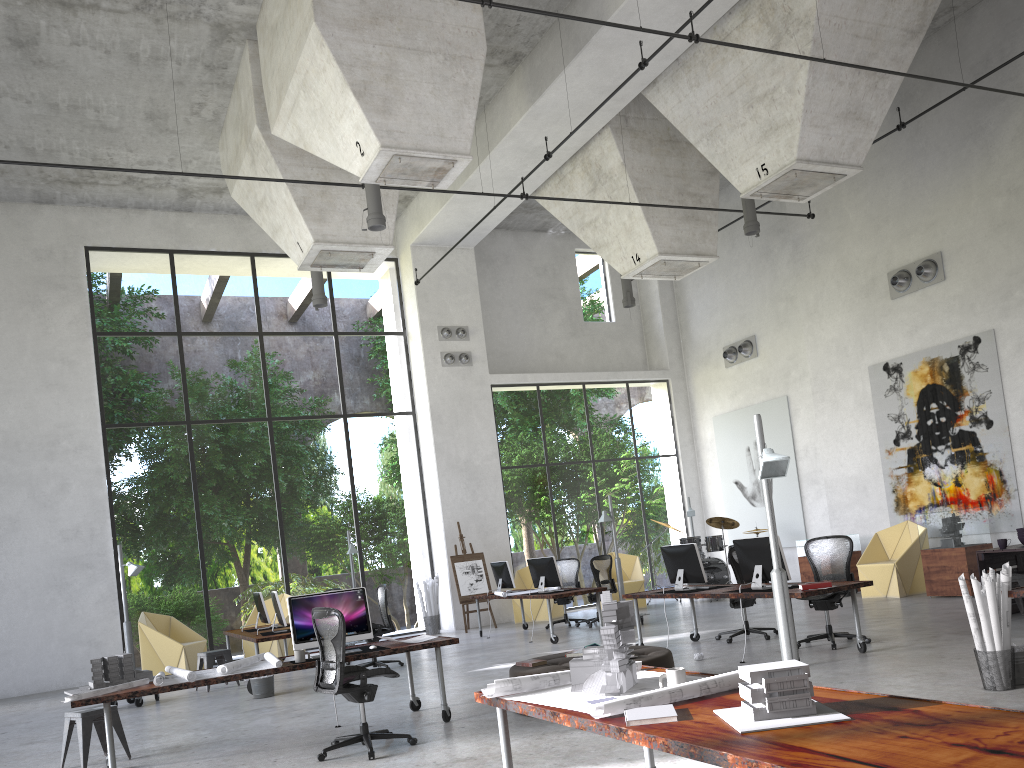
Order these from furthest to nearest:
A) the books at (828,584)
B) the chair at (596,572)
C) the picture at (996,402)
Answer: the chair at (596,572) → the picture at (996,402) → the books at (828,584)

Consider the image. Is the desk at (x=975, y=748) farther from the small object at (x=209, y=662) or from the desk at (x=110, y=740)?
the small object at (x=209, y=662)

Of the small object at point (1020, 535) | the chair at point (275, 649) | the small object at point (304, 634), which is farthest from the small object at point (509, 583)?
the small object at point (1020, 535)

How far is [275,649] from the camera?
14.9 meters

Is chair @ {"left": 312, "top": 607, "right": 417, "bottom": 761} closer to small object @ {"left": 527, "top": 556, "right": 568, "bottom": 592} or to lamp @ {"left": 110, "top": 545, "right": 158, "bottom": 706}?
lamp @ {"left": 110, "top": 545, "right": 158, "bottom": 706}

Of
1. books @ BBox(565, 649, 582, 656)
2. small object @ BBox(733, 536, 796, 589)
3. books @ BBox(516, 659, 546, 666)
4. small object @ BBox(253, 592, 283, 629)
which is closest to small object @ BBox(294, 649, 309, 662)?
books @ BBox(516, 659, 546, 666)

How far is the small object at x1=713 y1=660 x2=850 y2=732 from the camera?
3.0 meters

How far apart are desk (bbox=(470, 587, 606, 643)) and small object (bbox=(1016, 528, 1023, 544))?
5.5m

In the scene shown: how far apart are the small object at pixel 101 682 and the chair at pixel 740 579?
6.5 meters

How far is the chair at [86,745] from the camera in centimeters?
732cm
